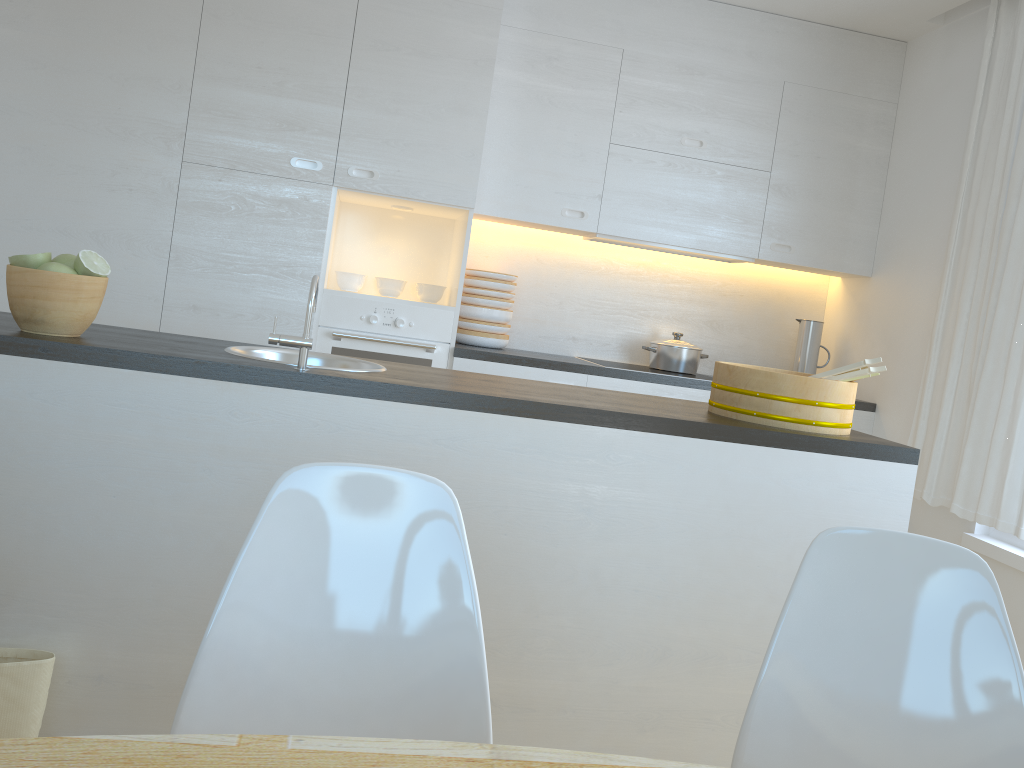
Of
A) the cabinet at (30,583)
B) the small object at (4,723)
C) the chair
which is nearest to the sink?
the cabinet at (30,583)

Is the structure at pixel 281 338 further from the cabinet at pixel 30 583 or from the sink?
the sink

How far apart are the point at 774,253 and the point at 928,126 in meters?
0.9 m

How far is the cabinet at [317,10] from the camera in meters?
3.6

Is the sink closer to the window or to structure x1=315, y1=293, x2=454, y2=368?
structure x1=315, y1=293, x2=454, y2=368

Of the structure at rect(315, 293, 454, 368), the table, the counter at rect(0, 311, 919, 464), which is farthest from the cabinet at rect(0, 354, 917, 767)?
the structure at rect(315, 293, 454, 368)

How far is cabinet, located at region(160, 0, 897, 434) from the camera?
3.6 meters

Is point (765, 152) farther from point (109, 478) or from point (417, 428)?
point (109, 478)

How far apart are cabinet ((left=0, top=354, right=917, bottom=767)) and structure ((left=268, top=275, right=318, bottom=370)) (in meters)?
0.08

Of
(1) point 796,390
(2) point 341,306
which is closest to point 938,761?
(1) point 796,390
